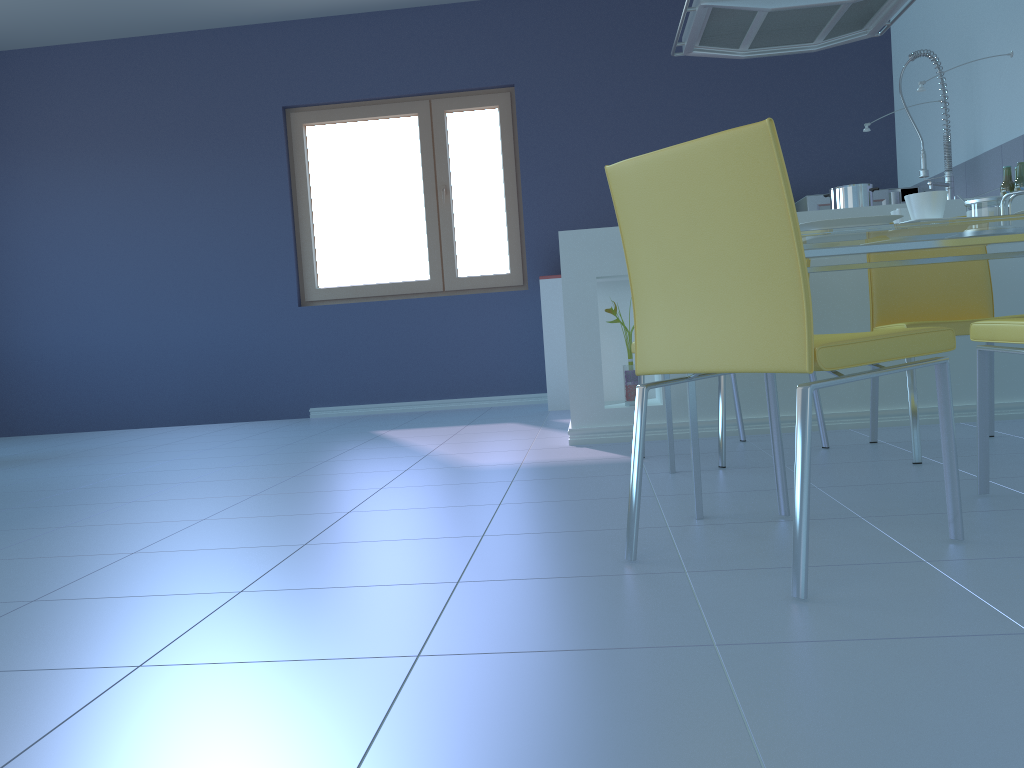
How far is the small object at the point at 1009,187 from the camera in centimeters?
338cm

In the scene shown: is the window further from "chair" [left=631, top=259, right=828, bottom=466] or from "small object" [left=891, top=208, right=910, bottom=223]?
"small object" [left=891, top=208, right=910, bottom=223]

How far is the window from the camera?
5.5m

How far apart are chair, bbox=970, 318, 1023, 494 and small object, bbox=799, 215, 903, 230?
0.3m

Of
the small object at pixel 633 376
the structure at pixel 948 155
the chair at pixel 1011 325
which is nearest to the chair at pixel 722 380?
the small object at pixel 633 376

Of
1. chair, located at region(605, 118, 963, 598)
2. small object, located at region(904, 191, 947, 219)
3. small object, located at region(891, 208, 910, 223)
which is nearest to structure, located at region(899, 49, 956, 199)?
small object, located at region(891, 208, 910, 223)

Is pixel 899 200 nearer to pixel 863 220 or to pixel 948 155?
pixel 948 155

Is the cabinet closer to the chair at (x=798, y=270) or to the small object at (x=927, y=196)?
the small object at (x=927, y=196)

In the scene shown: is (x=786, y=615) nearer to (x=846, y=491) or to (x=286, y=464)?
(x=846, y=491)

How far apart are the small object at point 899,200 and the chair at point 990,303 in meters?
2.3 m
